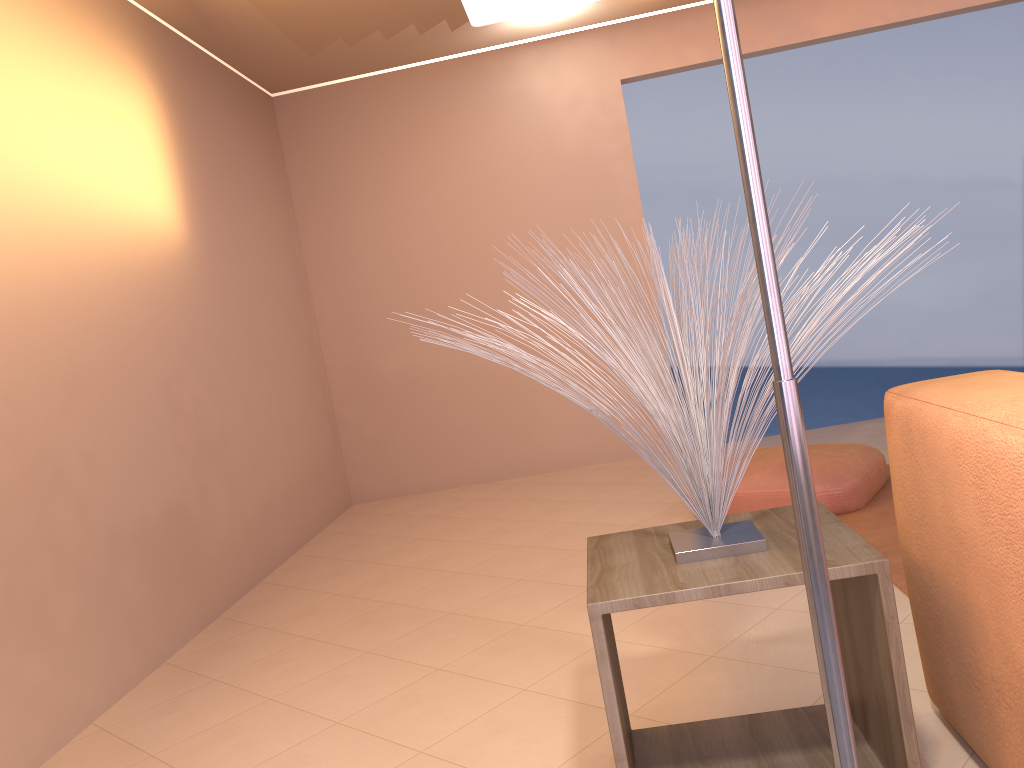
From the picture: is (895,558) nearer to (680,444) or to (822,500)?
(822,500)

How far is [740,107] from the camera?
0.74m

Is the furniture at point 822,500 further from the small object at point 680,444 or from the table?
the small object at point 680,444

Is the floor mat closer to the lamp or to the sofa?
the sofa

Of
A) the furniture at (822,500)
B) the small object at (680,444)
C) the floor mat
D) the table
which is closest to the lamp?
the small object at (680,444)

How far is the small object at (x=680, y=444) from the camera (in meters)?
1.48

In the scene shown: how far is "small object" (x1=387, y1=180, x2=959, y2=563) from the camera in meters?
1.5

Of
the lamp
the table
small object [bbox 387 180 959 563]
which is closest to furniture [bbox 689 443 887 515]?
the table

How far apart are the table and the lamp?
0.60m

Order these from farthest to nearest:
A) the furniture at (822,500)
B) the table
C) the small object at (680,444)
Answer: the furniture at (822,500)
the small object at (680,444)
the table
